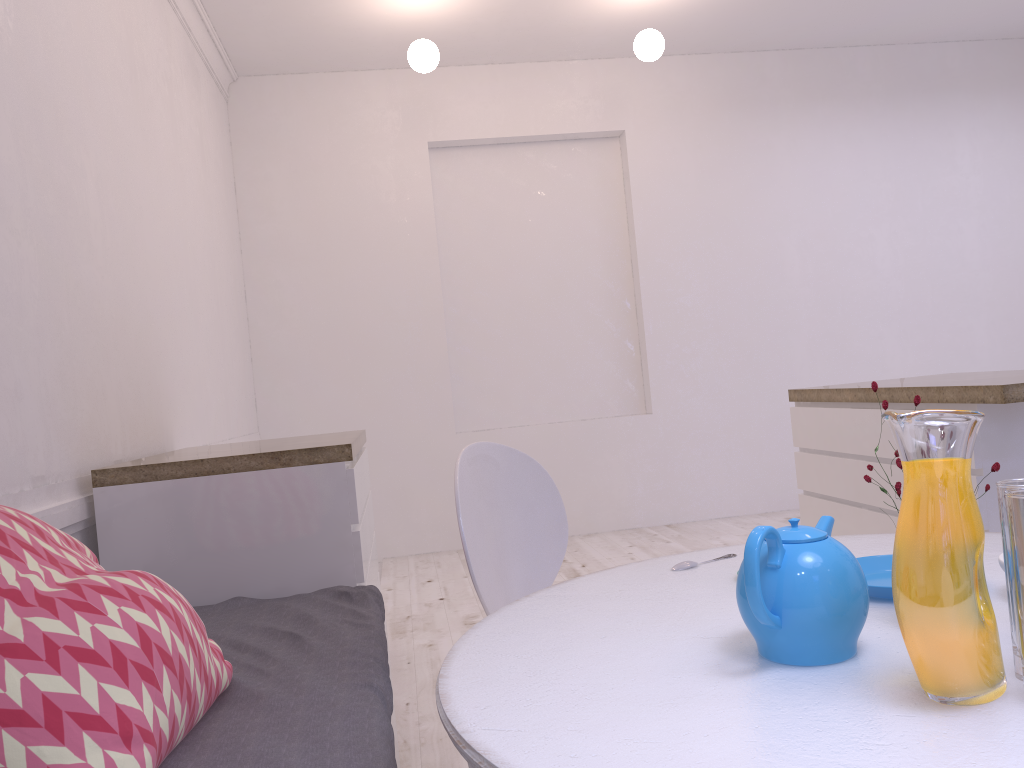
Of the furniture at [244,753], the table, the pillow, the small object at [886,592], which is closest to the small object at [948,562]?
the table

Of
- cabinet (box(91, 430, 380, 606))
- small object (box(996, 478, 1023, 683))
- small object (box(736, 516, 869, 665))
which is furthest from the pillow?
small object (box(996, 478, 1023, 683))

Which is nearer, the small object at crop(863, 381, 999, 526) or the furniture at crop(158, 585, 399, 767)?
the small object at crop(863, 381, 999, 526)

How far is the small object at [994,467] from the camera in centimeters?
96cm

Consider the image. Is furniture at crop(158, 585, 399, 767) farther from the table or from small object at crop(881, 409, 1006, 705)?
small object at crop(881, 409, 1006, 705)

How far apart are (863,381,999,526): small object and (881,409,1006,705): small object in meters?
0.2

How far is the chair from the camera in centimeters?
173cm

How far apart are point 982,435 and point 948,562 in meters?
1.7

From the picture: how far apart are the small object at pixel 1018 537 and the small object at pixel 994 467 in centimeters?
11cm

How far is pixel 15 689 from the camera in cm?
101
